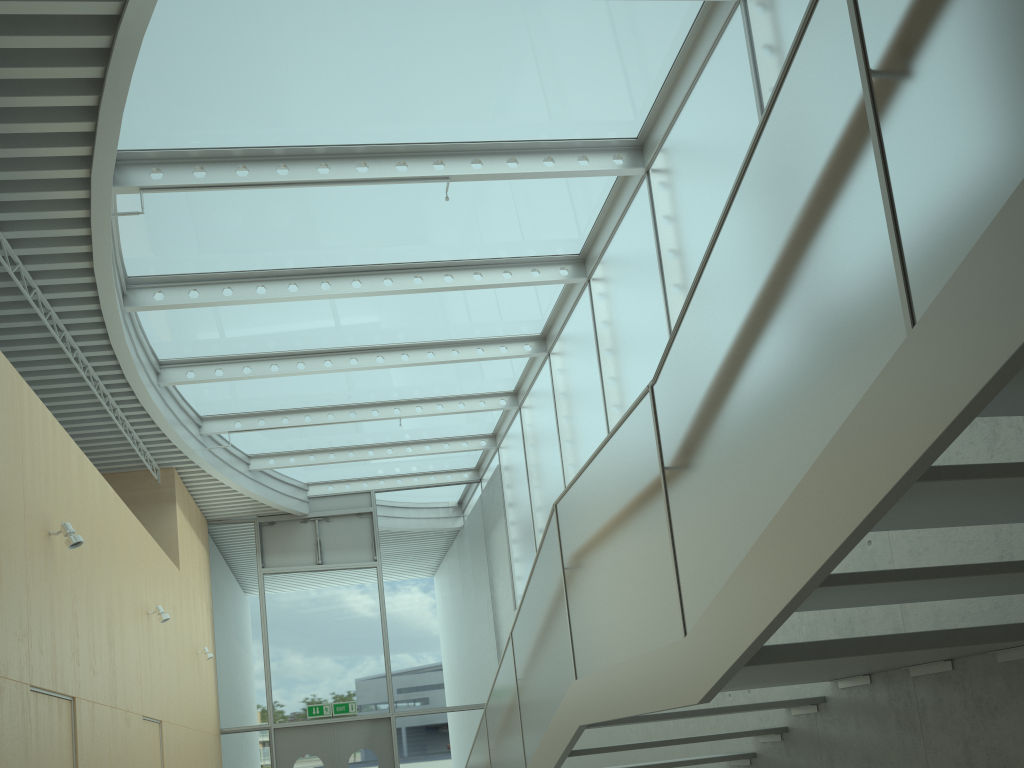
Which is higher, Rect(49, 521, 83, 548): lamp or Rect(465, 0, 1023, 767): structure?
Rect(49, 521, 83, 548): lamp

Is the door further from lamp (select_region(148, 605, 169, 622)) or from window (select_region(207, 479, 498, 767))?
lamp (select_region(148, 605, 169, 622))

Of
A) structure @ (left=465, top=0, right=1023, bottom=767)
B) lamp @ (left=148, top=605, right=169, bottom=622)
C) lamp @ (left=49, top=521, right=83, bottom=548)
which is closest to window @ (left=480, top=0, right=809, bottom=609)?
structure @ (left=465, top=0, right=1023, bottom=767)

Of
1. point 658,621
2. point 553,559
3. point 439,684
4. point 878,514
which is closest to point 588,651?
point 553,559

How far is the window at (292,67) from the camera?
6.3 meters

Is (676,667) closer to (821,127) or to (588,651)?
(588,651)

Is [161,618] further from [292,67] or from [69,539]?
[292,67]

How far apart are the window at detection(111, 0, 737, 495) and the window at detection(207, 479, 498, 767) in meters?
0.1 m

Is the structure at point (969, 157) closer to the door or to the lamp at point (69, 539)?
the lamp at point (69, 539)

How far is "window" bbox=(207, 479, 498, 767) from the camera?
13.42m
